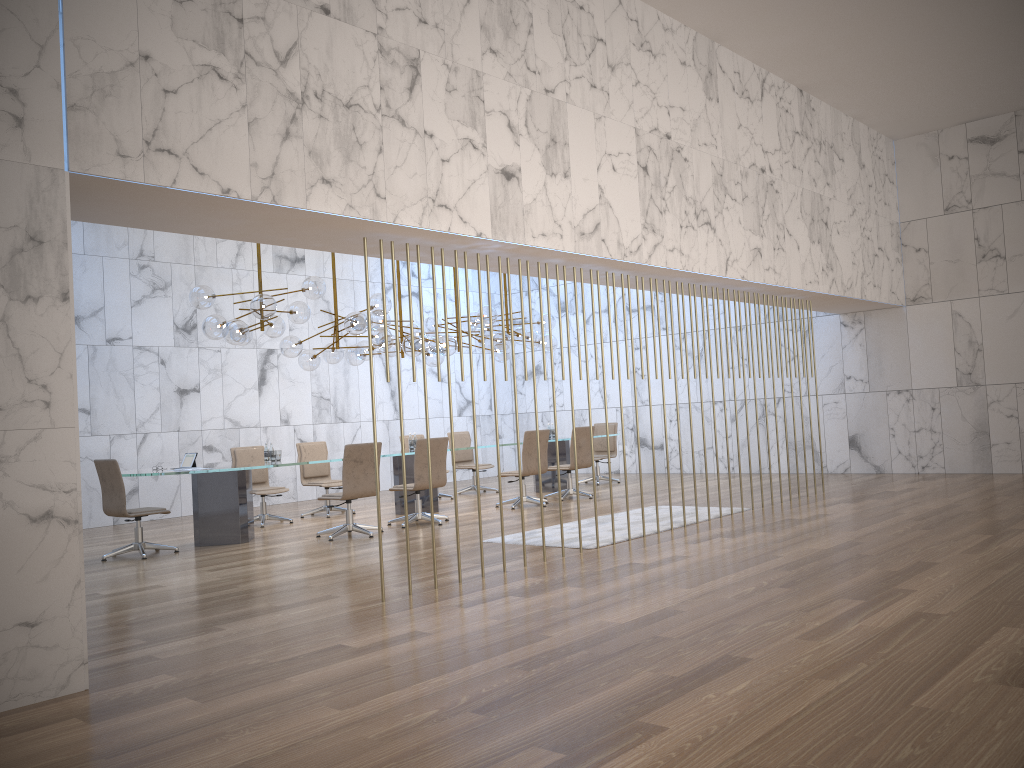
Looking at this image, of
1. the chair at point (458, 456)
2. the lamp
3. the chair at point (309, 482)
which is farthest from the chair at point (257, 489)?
the chair at point (458, 456)

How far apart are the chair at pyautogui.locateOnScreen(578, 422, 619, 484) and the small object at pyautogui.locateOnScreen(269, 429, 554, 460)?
5.9 meters

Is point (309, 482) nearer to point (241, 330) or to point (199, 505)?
point (199, 505)

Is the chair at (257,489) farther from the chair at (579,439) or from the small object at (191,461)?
the chair at (579,439)

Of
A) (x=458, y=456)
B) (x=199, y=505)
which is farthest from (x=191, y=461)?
(x=458, y=456)

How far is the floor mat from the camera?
8.1m

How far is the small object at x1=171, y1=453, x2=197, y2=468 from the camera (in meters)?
9.42

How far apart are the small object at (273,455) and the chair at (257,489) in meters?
1.1

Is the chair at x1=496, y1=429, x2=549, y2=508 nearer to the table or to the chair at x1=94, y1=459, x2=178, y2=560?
the table

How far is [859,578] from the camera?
→ 5.8m
